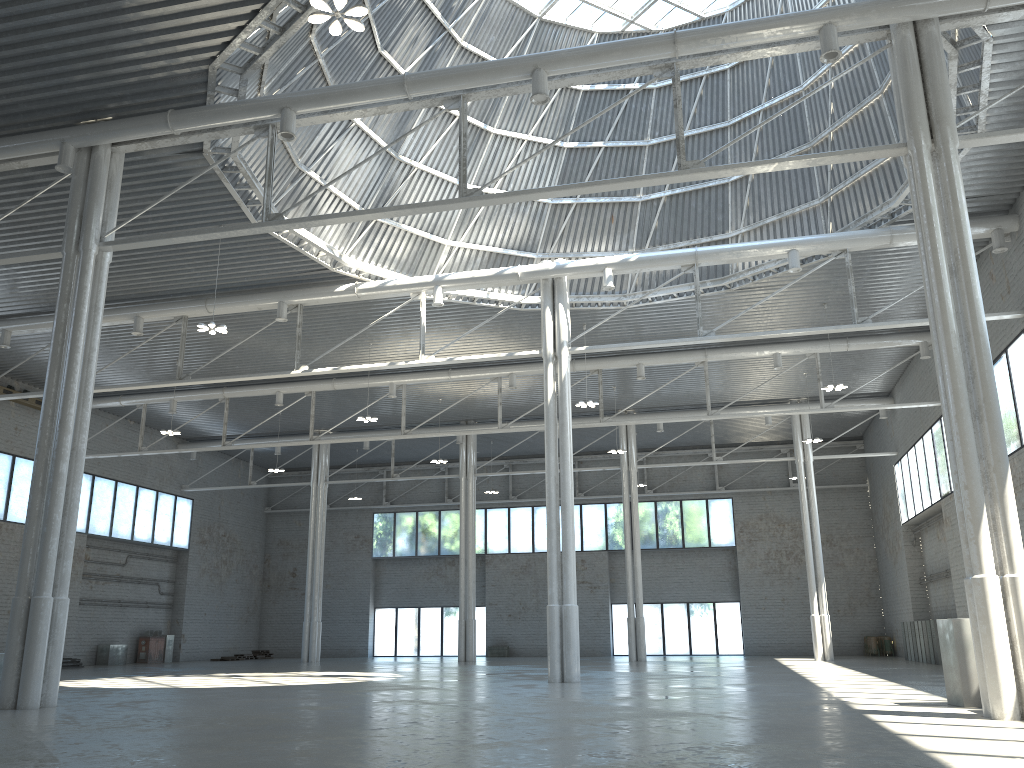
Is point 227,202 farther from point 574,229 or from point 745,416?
point 745,416
